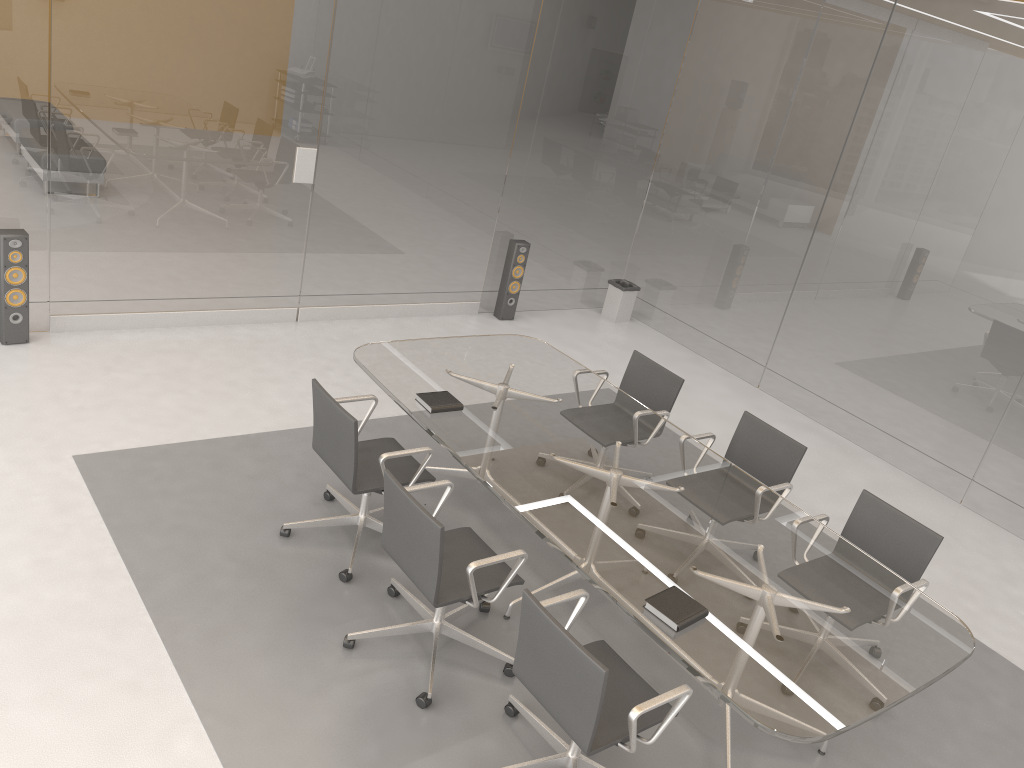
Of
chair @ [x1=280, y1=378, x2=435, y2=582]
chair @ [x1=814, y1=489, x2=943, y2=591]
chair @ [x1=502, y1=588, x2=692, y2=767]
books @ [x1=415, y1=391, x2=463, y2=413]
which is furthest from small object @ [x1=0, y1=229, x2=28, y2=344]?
chair @ [x1=814, y1=489, x2=943, y2=591]

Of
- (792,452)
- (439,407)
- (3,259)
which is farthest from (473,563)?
(3,259)

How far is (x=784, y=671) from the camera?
3.0m

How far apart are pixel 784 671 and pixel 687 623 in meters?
0.4 m

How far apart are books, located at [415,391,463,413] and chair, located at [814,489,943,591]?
1.81m

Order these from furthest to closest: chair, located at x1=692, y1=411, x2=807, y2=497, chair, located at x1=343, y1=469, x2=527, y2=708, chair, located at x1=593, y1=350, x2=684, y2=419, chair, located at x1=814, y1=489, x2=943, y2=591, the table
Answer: chair, located at x1=593, y1=350, x2=684, y2=419 < chair, located at x1=692, y1=411, x2=807, y2=497 < chair, located at x1=814, y1=489, x2=943, y2=591 < chair, located at x1=343, y1=469, x2=527, y2=708 < the table

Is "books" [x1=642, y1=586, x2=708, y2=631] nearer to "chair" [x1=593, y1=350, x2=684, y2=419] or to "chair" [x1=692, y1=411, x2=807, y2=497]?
"chair" [x1=692, y1=411, x2=807, y2=497]

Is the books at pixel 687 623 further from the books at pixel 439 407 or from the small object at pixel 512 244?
the small object at pixel 512 244

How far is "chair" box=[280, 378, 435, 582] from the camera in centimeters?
392cm

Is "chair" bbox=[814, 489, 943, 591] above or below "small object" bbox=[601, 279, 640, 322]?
above
